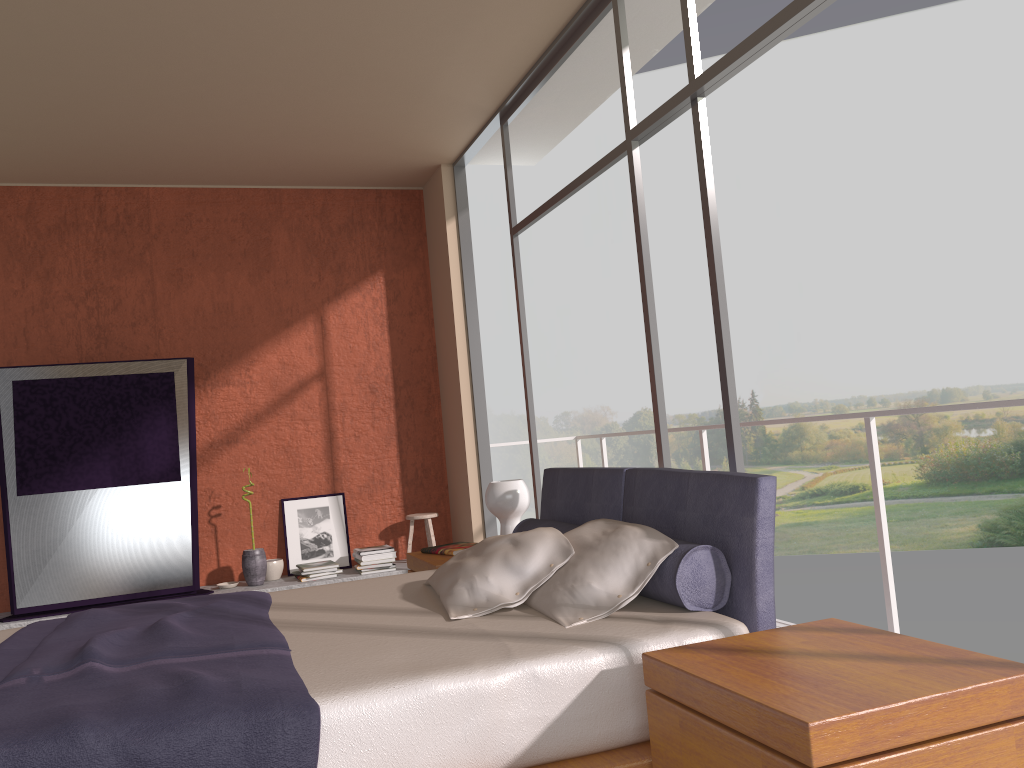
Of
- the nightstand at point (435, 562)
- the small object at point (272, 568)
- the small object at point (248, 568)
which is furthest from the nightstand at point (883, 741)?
the small object at point (272, 568)

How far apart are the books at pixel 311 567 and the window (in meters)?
1.62

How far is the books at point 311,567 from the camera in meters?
6.0 m

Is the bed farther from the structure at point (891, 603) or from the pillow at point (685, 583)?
the structure at point (891, 603)

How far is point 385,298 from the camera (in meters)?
6.87

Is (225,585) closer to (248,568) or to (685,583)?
(248,568)

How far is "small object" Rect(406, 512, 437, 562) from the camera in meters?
6.5

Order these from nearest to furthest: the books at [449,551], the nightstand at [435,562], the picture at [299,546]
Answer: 1. the nightstand at [435,562]
2. the books at [449,551]
3. the picture at [299,546]

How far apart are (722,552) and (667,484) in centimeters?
40cm

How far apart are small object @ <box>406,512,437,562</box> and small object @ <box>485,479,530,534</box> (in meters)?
2.29
